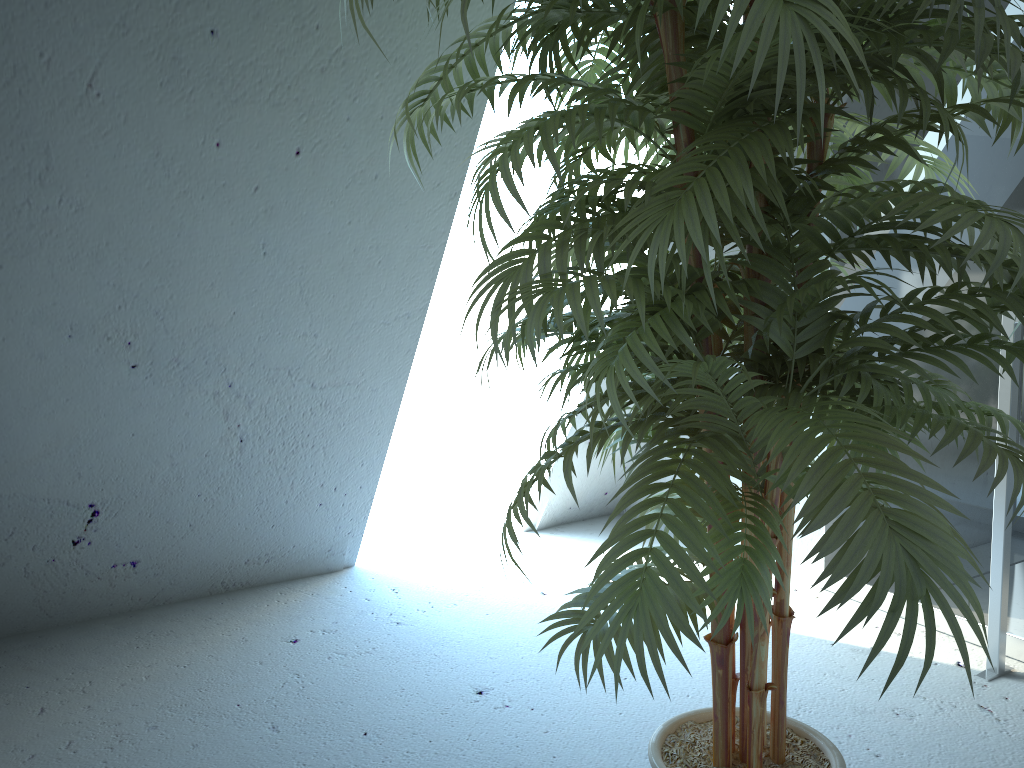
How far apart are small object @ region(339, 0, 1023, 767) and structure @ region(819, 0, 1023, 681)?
0.65m

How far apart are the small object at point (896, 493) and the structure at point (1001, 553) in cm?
65

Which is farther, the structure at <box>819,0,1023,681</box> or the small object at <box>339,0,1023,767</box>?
the structure at <box>819,0,1023,681</box>

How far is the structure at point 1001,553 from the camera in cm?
205

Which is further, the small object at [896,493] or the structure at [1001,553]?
the structure at [1001,553]

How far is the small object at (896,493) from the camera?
0.8m

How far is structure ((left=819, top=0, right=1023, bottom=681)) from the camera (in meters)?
2.05
